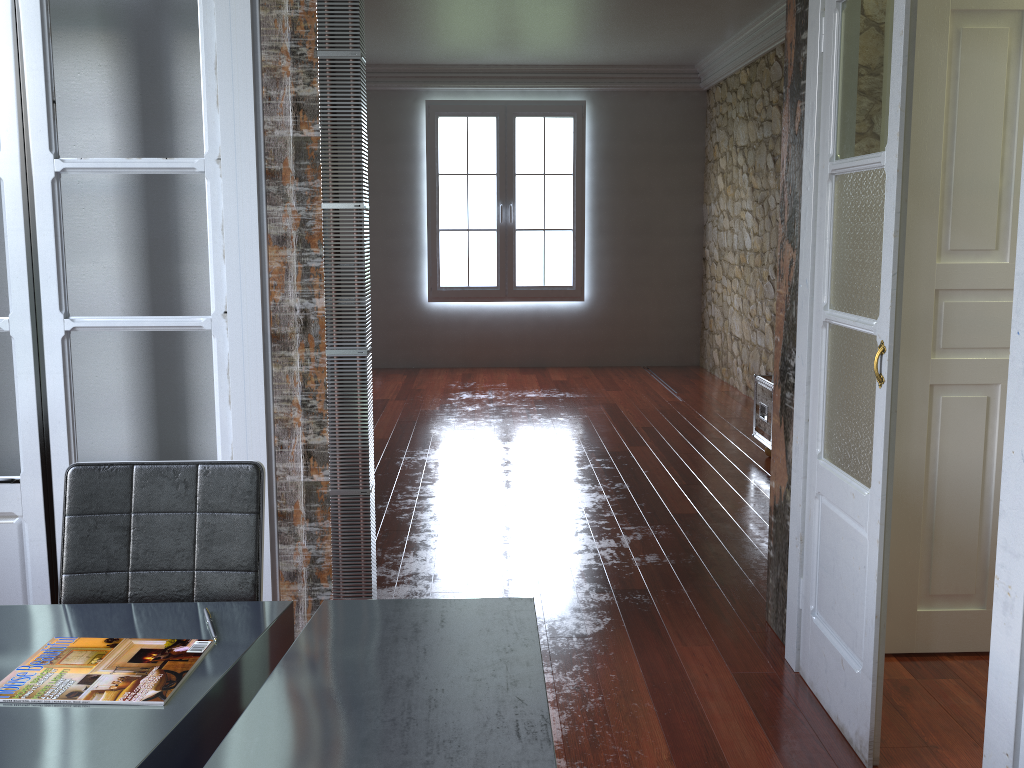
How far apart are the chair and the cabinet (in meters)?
3.94

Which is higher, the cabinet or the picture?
the picture

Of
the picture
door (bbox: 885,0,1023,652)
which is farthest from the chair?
the picture

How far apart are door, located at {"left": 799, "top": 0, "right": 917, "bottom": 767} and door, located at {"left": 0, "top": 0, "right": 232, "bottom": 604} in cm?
170

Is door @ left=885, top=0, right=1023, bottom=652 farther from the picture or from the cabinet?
the picture

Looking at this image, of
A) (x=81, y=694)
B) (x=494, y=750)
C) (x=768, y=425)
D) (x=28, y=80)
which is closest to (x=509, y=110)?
(x=768, y=425)

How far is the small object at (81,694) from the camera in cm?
148

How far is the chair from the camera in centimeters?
192cm

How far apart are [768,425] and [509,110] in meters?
4.6

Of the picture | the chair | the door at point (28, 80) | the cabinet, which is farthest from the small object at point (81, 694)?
the picture
